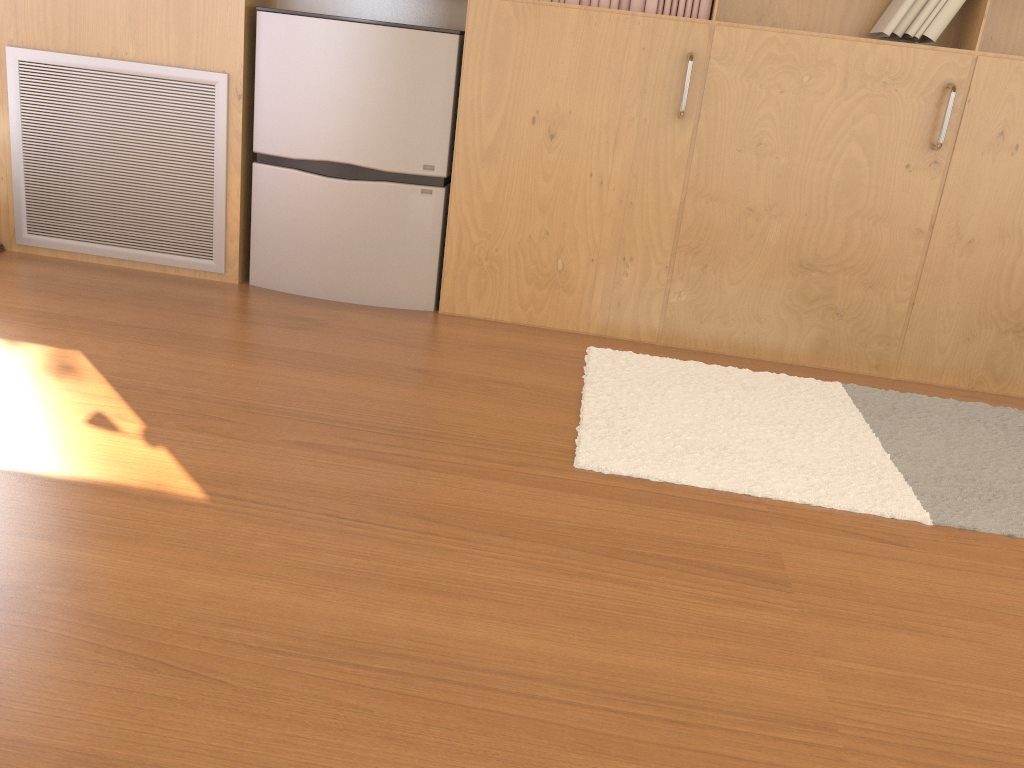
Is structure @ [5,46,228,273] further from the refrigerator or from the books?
the books

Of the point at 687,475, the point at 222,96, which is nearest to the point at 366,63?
the point at 222,96

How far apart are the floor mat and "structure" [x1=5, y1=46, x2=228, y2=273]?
1.4 meters

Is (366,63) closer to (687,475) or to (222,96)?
(222,96)

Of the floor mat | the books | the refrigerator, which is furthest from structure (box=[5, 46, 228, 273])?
the floor mat

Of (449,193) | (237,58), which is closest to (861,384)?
(449,193)

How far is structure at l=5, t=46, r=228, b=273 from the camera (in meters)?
3.03

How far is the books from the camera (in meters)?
2.73

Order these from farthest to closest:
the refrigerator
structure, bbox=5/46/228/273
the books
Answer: structure, bbox=5/46/228/273 < the refrigerator < the books

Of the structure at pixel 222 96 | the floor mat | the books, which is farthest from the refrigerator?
the floor mat
